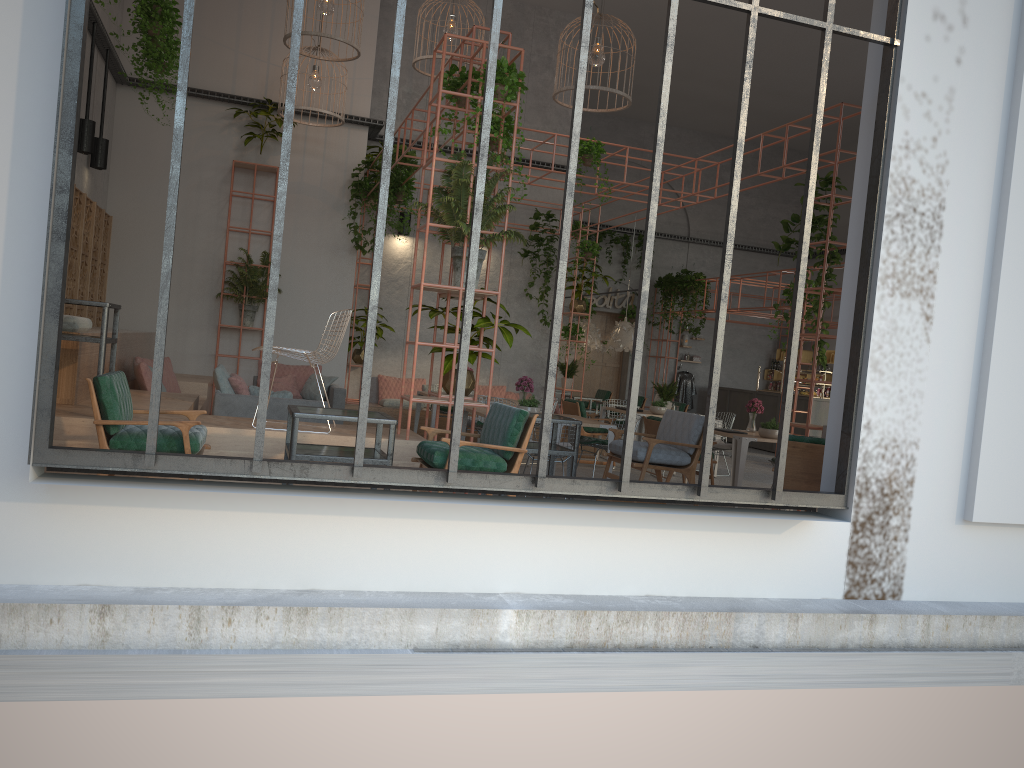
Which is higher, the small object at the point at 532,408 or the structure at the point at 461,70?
the structure at the point at 461,70

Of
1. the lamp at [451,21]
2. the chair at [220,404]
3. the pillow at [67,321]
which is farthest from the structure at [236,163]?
the pillow at [67,321]

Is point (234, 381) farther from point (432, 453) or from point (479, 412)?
point (432, 453)

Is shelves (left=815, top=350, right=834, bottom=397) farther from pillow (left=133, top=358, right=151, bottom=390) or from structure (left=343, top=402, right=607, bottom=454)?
pillow (left=133, top=358, right=151, bottom=390)

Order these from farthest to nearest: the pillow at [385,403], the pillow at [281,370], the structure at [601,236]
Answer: the structure at [601,236]
the pillow at [385,403]
the pillow at [281,370]

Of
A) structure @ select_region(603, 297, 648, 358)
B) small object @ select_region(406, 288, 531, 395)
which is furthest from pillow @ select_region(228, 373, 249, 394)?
structure @ select_region(603, 297, 648, 358)

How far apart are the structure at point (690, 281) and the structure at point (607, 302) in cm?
111

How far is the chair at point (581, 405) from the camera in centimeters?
1244cm

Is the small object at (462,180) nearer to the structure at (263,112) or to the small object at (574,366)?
the structure at (263,112)

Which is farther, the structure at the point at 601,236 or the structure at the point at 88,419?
the structure at the point at 601,236
